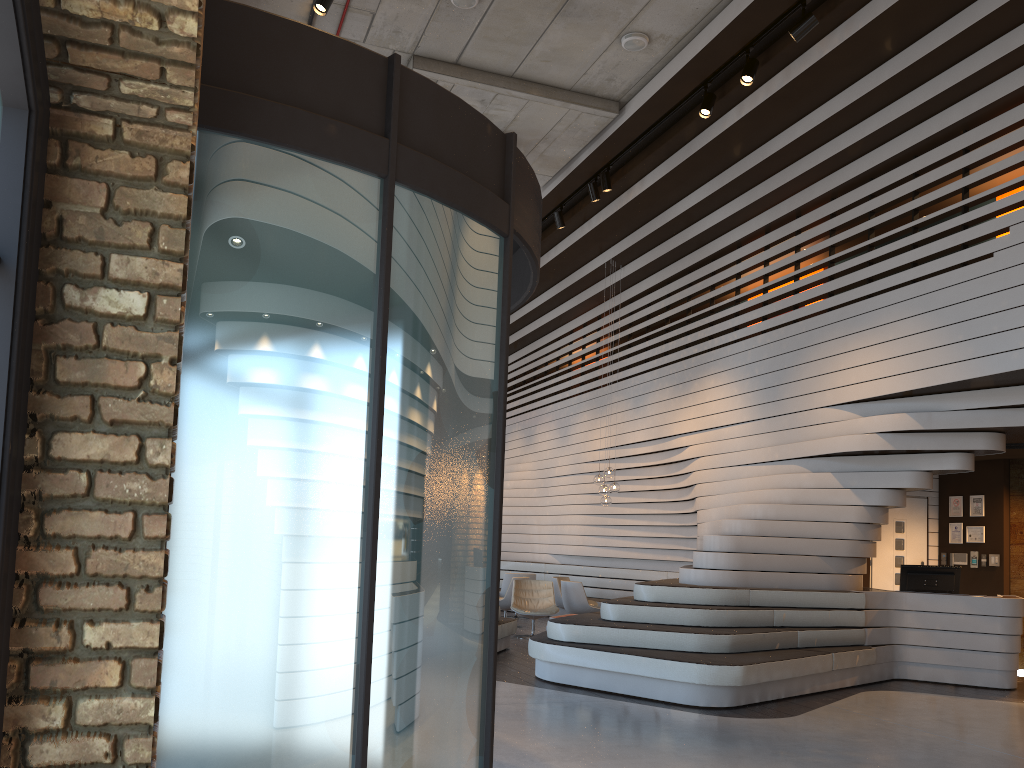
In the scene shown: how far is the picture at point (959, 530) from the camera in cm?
1121

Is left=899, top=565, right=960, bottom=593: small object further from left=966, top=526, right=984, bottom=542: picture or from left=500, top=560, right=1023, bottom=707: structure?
left=966, top=526, right=984, bottom=542: picture

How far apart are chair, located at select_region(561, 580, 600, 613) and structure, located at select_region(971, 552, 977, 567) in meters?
4.8

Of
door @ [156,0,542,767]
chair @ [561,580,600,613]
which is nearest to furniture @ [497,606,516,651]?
chair @ [561,580,600,613]

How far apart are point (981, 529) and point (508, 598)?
6.3m

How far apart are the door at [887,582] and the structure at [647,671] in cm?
193

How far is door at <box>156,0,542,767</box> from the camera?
2.4m

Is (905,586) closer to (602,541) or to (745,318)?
(745,318)

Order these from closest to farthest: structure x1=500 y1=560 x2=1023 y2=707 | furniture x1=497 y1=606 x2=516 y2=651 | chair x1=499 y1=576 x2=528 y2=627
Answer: structure x1=500 y1=560 x2=1023 y2=707 < furniture x1=497 y1=606 x2=516 y2=651 < chair x1=499 y1=576 x2=528 y2=627

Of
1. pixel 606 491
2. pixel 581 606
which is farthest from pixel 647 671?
pixel 606 491
